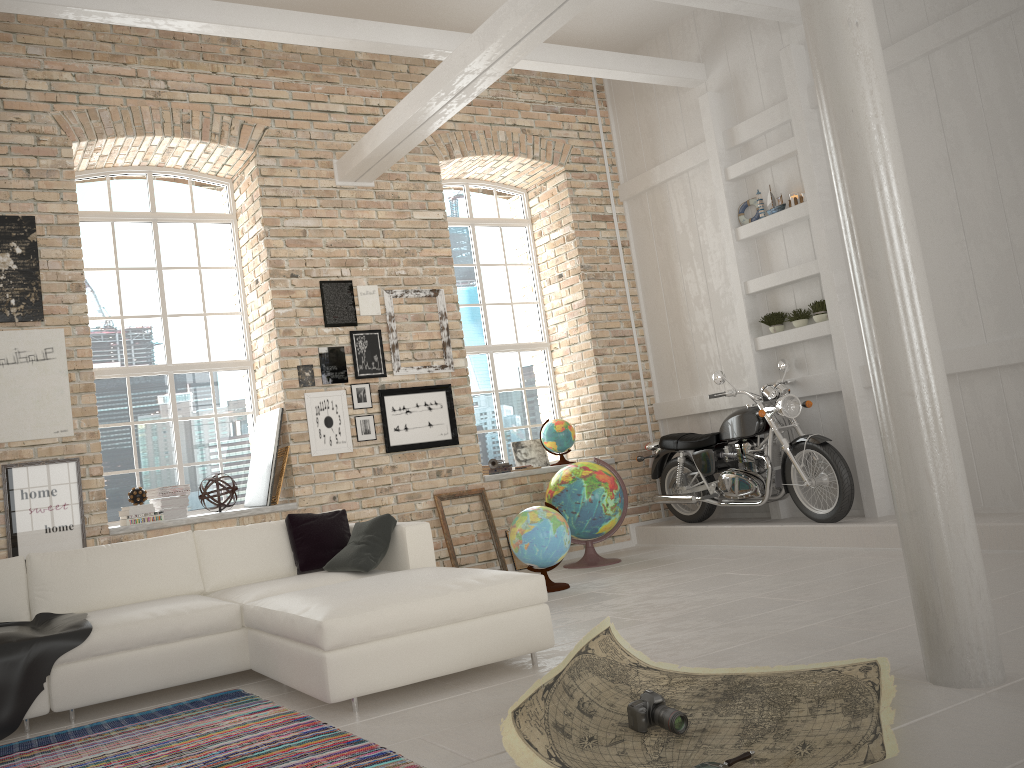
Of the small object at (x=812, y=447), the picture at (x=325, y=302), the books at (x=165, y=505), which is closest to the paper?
the small object at (x=812, y=447)

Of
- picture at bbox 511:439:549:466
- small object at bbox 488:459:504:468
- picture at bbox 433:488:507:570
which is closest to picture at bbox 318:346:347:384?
picture at bbox 433:488:507:570

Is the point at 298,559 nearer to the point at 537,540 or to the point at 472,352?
the point at 537,540

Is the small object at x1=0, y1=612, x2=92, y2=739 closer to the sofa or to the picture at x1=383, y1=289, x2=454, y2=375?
the sofa

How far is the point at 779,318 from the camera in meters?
7.4 m

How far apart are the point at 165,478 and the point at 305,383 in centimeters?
138cm

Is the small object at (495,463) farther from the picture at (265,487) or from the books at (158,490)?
the books at (158,490)

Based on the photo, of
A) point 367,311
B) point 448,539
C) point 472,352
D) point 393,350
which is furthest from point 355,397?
point 472,352

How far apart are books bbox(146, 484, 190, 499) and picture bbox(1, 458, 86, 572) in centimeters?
67cm

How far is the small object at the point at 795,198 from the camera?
7.3m
